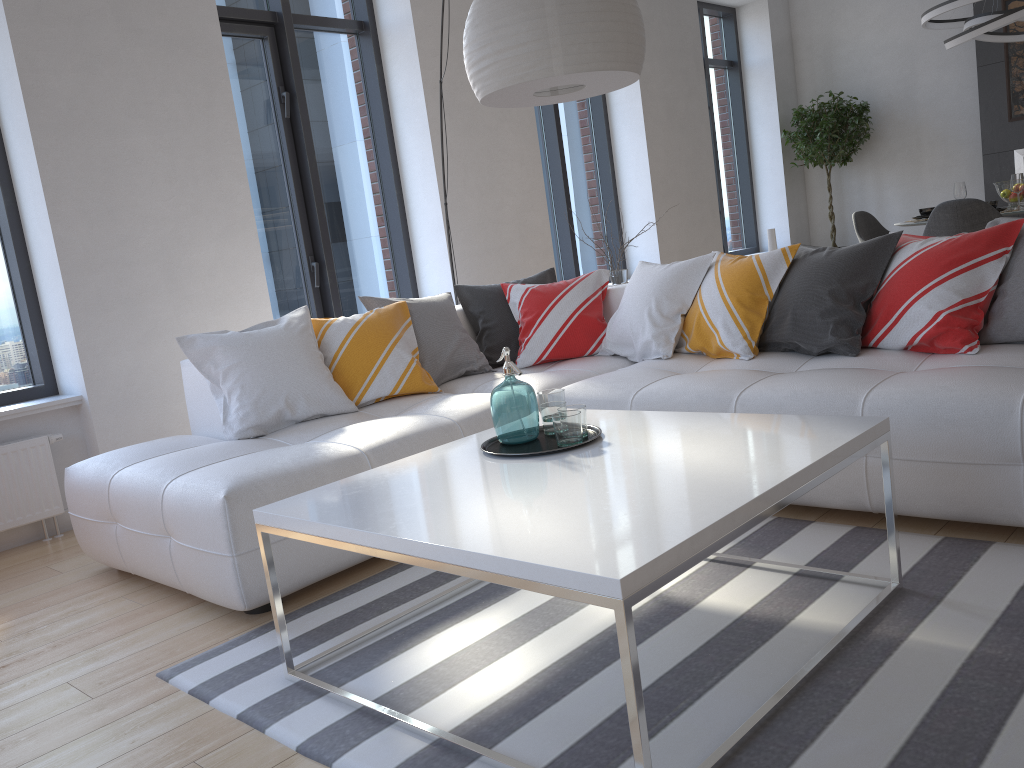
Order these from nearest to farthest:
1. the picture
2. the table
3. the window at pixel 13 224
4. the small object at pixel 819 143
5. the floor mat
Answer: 1. the table
2. the floor mat
3. the window at pixel 13 224
4. the picture
5. the small object at pixel 819 143

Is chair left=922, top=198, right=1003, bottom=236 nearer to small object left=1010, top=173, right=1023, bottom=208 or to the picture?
small object left=1010, top=173, right=1023, bottom=208

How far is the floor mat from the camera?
1.6m

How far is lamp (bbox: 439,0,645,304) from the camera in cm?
263

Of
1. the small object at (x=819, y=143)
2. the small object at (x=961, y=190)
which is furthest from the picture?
the small object at (x=961, y=190)

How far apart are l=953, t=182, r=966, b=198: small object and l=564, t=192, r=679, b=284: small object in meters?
2.8

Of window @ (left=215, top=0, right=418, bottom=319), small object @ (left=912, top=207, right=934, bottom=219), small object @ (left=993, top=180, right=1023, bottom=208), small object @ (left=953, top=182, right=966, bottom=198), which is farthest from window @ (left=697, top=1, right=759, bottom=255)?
window @ (left=215, top=0, right=418, bottom=319)

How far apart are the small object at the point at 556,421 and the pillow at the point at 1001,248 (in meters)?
1.28

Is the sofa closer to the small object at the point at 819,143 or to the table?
the table

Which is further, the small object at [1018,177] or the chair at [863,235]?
the chair at [863,235]
